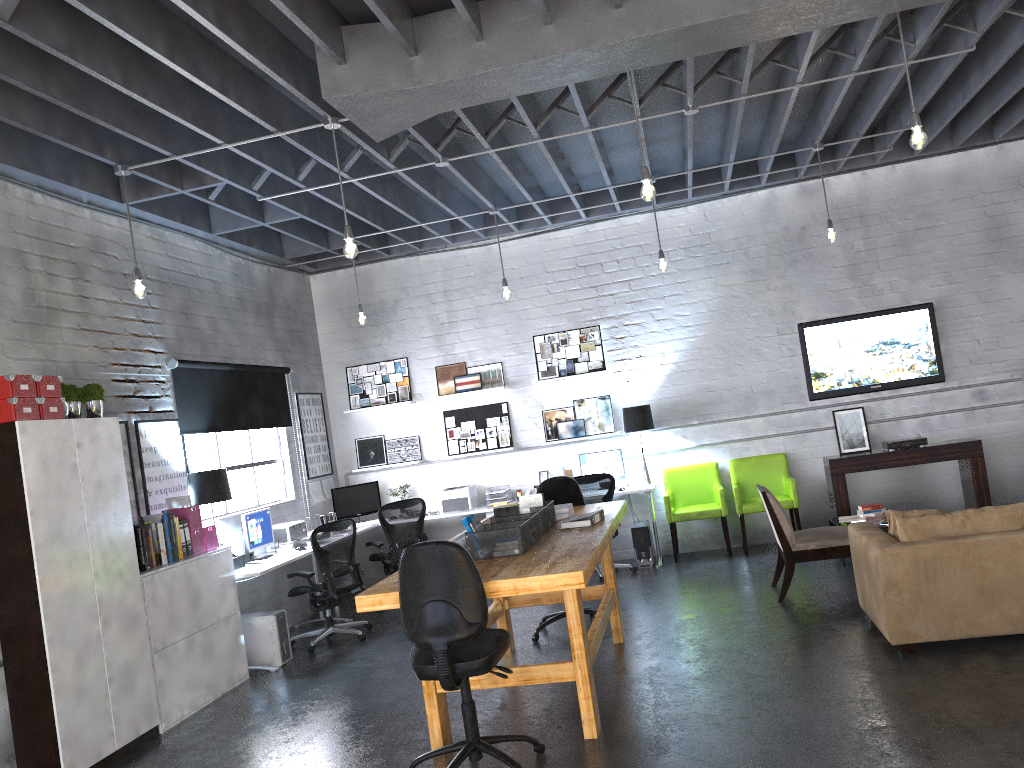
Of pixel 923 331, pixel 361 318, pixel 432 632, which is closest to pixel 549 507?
pixel 432 632

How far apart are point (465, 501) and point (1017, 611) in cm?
567

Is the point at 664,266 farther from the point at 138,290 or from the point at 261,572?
the point at 138,290

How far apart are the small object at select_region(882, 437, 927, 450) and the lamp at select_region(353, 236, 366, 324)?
5.3 meters

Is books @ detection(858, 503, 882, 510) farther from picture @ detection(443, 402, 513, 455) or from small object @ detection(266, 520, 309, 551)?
small object @ detection(266, 520, 309, 551)

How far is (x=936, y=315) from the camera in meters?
8.9 m

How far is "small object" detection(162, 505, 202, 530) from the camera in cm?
649

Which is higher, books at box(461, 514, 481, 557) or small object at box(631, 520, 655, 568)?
books at box(461, 514, 481, 557)

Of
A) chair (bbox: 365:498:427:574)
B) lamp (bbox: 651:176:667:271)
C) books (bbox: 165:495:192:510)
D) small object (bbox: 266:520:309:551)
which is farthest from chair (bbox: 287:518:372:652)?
lamp (bbox: 651:176:667:271)

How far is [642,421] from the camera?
9.13m
